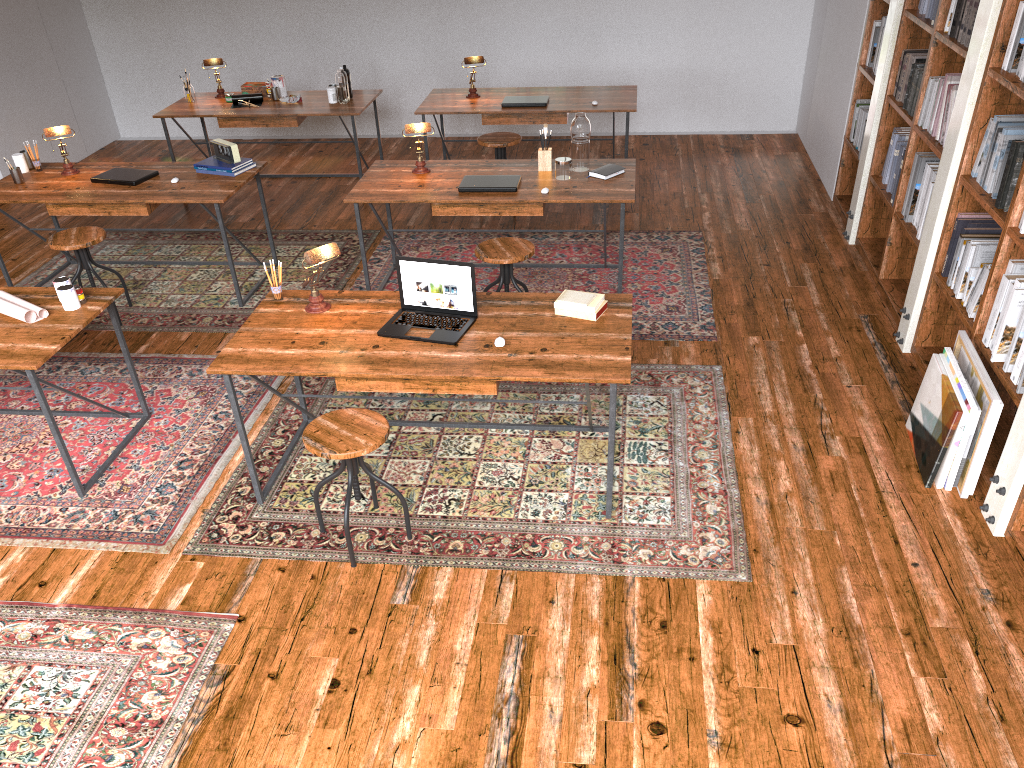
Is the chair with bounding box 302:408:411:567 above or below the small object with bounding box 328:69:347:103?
below

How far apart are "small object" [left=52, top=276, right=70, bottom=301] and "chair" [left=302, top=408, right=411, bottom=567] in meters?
1.5

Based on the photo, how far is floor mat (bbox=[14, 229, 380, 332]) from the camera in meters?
5.3

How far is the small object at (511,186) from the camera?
4.9m

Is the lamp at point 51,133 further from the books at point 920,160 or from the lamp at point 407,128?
the books at point 920,160

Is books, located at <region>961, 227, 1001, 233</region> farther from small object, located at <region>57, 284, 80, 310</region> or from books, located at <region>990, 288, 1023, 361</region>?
small object, located at <region>57, 284, 80, 310</region>

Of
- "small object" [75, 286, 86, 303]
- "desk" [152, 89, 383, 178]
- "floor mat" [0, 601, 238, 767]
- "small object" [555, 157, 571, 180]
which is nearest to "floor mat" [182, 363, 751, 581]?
"floor mat" [0, 601, 238, 767]

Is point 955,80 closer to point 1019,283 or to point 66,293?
point 1019,283

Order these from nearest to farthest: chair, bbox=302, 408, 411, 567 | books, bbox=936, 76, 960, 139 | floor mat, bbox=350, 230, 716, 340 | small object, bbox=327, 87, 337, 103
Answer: chair, bbox=302, 408, 411, 567, books, bbox=936, 76, 960, 139, floor mat, bbox=350, 230, 716, 340, small object, bbox=327, 87, 337, 103

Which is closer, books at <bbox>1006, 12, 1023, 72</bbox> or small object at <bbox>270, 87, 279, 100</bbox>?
books at <bbox>1006, 12, 1023, 72</bbox>
